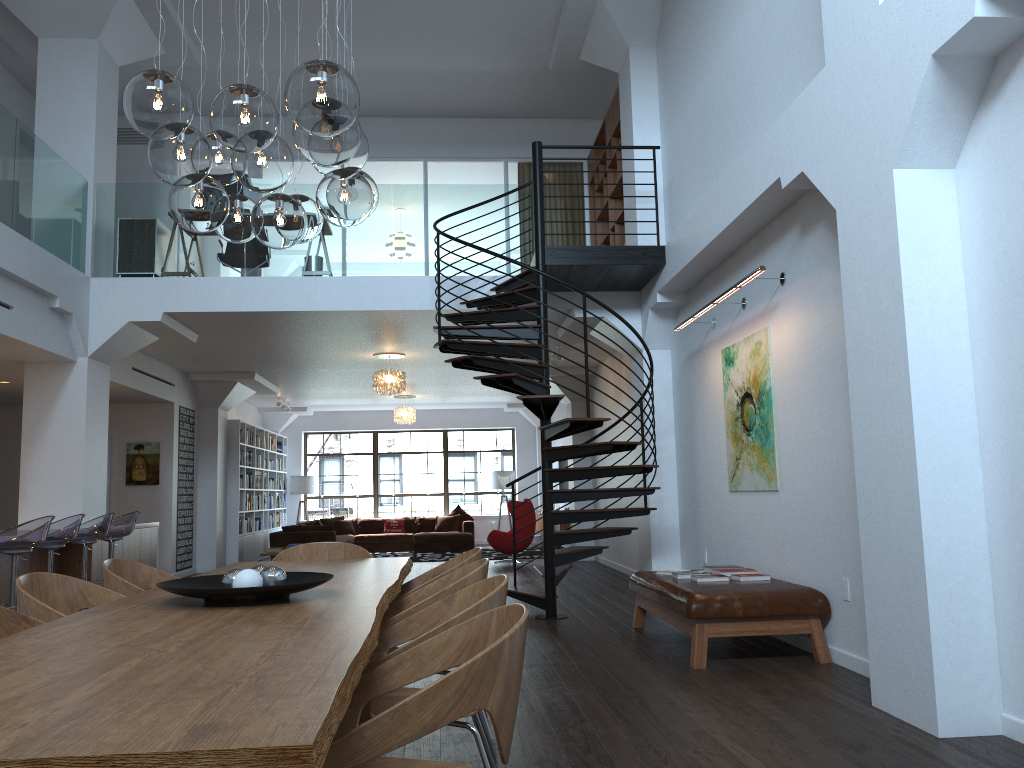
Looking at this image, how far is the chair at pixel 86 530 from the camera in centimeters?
745cm

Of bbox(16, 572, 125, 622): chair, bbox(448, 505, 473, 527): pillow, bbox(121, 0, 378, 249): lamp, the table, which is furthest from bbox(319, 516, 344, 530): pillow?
bbox(16, 572, 125, 622): chair

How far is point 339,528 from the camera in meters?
17.9 m

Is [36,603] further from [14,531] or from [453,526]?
[453,526]

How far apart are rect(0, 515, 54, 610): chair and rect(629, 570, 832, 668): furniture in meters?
4.4 m

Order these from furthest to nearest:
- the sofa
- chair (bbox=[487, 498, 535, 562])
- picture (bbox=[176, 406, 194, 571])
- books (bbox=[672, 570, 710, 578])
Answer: the sofa
chair (bbox=[487, 498, 535, 562])
picture (bbox=[176, 406, 194, 571])
books (bbox=[672, 570, 710, 578])

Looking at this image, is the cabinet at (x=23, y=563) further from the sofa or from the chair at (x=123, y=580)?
the sofa

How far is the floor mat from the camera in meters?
15.4 m

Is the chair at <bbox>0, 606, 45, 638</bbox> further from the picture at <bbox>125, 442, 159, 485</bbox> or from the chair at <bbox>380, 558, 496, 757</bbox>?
the picture at <bbox>125, 442, 159, 485</bbox>

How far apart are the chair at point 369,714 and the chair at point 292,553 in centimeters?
218cm
